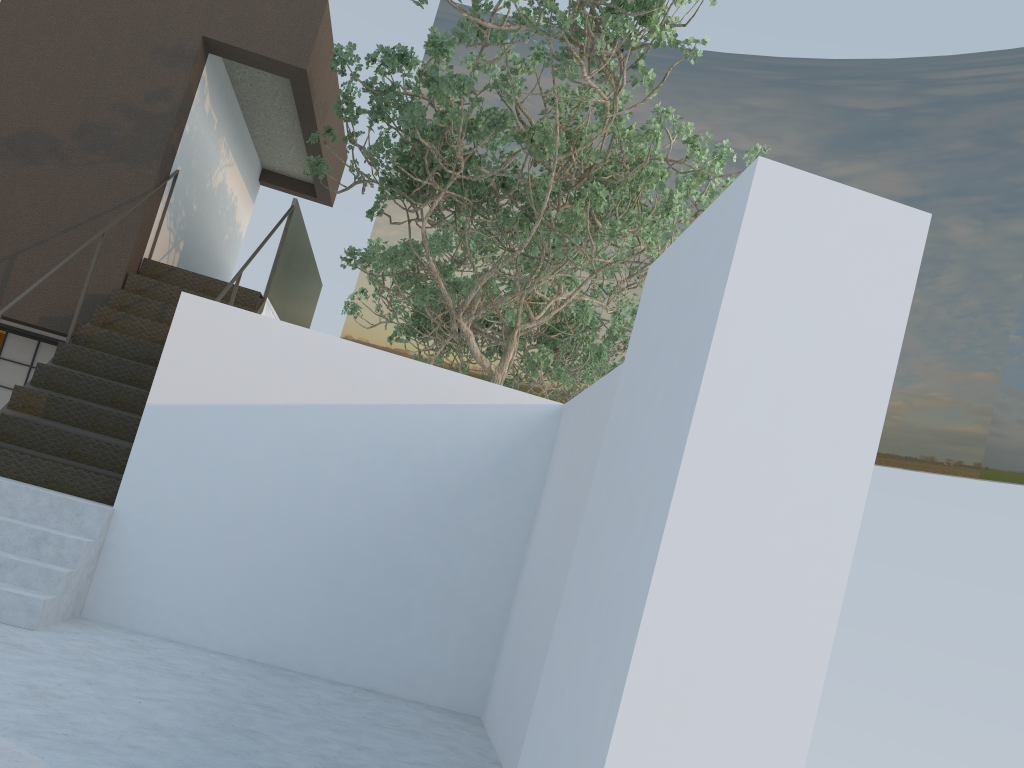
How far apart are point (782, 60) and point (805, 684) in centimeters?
2107cm

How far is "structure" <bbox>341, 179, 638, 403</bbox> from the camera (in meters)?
13.43

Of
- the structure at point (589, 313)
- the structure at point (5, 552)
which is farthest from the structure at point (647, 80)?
the structure at point (589, 313)

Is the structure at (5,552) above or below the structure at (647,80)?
below

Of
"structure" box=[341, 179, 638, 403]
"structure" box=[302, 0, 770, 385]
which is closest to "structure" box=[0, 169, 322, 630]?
"structure" box=[302, 0, 770, 385]

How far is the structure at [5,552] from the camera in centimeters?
529cm

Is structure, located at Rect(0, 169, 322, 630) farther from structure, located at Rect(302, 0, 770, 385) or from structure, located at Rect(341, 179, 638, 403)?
structure, located at Rect(341, 179, 638, 403)

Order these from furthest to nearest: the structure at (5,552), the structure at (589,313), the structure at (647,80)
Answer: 1. the structure at (589,313)
2. the structure at (647,80)
3. the structure at (5,552)

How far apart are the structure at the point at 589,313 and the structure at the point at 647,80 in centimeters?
75cm

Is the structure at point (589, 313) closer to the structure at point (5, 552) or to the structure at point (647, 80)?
the structure at point (647, 80)
